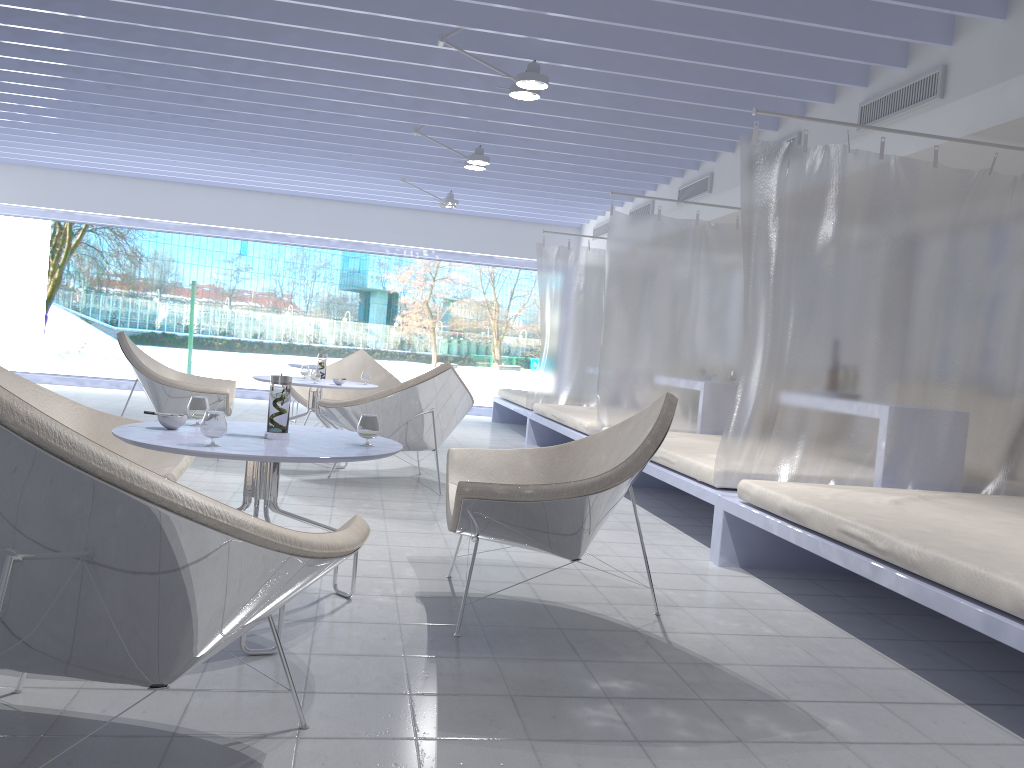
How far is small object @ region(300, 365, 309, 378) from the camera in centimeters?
614cm

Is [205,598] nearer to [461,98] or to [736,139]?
[461,98]

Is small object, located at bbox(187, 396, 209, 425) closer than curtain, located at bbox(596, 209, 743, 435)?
Yes

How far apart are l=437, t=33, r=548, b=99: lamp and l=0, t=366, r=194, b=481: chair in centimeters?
257cm

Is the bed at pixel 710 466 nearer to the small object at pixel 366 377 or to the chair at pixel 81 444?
the small object at pixel 366 377

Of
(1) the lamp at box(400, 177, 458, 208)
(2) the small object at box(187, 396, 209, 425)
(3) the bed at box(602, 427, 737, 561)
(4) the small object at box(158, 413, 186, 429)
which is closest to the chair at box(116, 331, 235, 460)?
(3) the bed at box(602, 427, 737, 561)

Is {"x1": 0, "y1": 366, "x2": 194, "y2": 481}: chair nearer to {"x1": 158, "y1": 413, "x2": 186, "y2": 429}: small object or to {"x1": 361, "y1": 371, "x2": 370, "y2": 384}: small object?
{"x1": 158, "y1": 413, "x2": 186, "y2": 429}: small object

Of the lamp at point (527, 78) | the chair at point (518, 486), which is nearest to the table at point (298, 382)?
the lamp at point (527, 78)

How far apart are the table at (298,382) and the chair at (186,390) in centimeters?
40cm

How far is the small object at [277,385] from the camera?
2.58m
